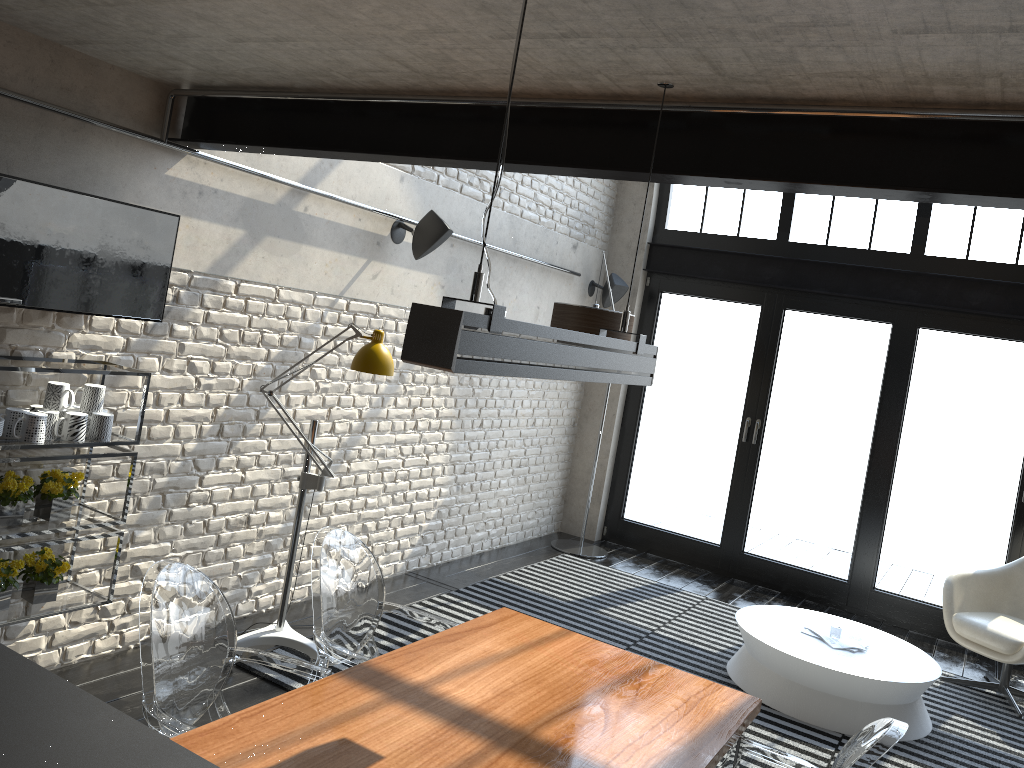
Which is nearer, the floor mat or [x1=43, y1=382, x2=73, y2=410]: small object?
[x1=43, y1=382, x2=73, y2=410]: small object

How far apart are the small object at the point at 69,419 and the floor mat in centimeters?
137cm

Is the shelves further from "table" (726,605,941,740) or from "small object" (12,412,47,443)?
"table" (726,605,941,740)

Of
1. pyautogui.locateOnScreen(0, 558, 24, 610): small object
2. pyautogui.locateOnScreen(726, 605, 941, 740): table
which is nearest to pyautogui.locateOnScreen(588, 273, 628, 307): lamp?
pyautogui.locateOnScreen(726, 605, 941, 740): table

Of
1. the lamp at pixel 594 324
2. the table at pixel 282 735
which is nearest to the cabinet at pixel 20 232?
the table at pixel 282 735

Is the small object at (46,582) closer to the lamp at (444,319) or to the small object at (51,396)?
the small object at (51,396)

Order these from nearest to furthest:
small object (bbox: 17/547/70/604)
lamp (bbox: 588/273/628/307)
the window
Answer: small object (bbox: 17/547/70/604) → the window → lamp (bbox: 588/273/628/307)

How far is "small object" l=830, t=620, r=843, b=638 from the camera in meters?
5.0

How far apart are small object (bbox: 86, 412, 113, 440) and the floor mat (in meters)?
1.31

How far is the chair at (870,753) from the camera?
2.10m
